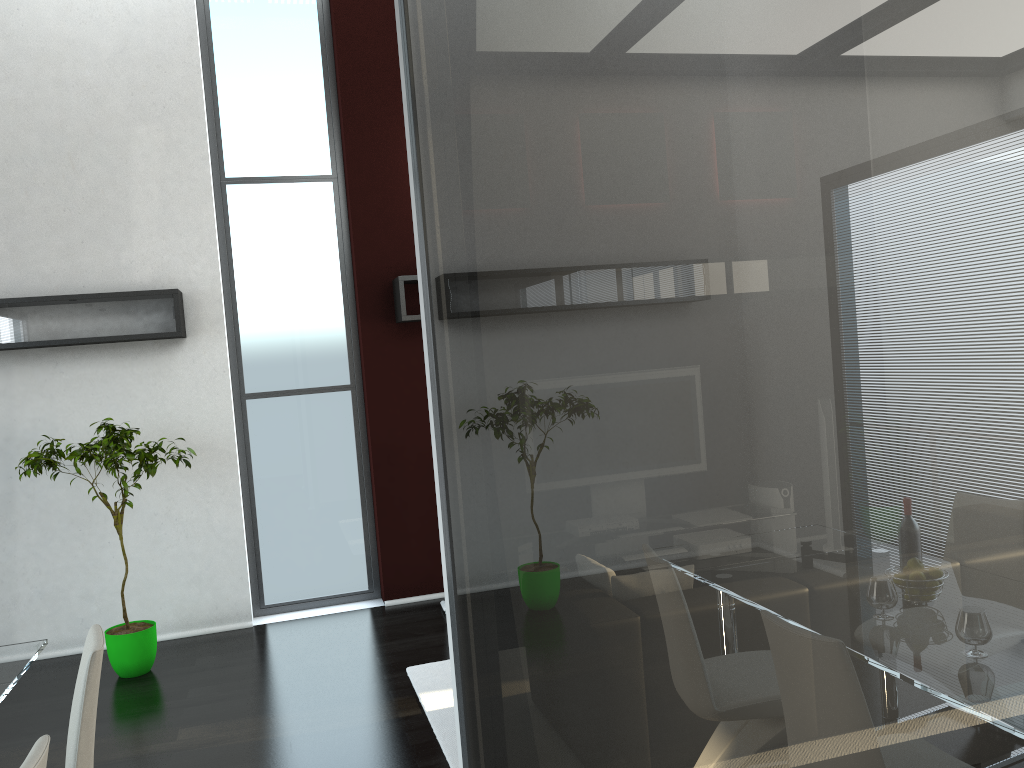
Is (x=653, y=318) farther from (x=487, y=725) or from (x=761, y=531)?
(x=487, y=725)

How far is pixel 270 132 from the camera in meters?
6.2

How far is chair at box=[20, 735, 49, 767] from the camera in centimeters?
185cm

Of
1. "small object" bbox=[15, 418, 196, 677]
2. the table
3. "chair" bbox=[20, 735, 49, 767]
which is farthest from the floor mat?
"chair" bbox=[20, 735, 49, 767]

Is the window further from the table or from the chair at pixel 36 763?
the chair at pixel 36 763

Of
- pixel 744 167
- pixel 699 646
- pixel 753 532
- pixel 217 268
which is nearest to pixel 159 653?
pixel 217 268

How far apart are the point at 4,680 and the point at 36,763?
1.4 meters

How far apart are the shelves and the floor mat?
2.26m

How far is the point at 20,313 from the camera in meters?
5.3

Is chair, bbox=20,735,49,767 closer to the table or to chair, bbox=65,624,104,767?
chair, bbox=65,624,104,767
